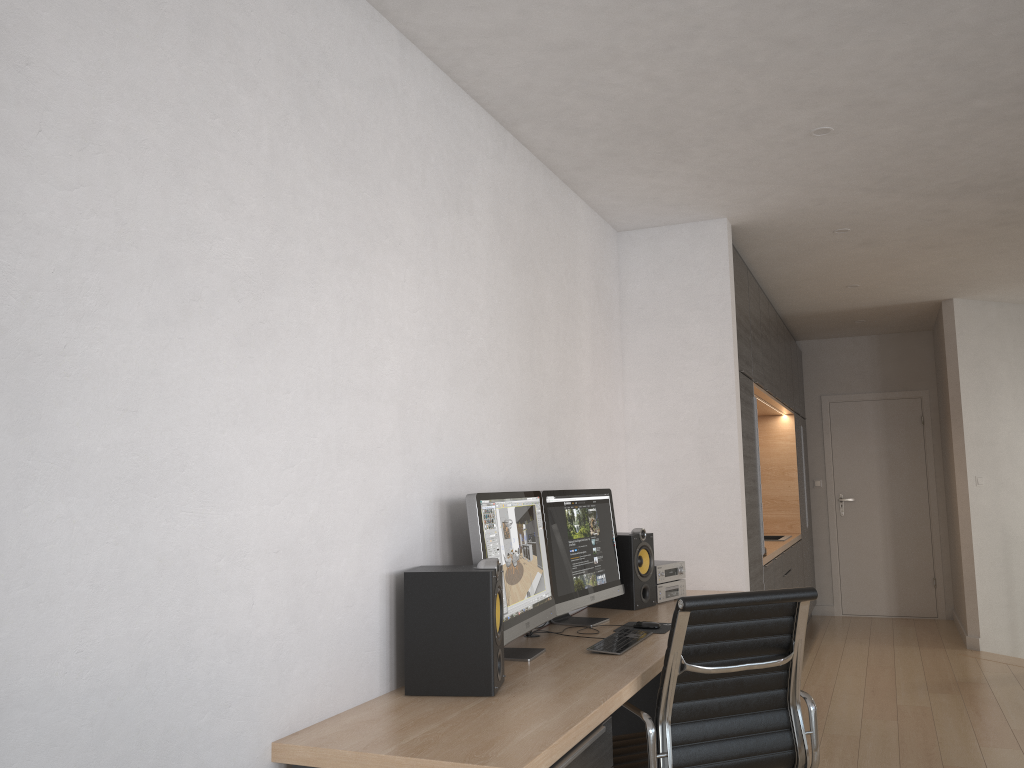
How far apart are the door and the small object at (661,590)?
4.9m

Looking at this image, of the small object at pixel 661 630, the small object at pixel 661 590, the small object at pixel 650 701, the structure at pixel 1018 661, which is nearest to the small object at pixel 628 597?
the small object at pixel 661 590

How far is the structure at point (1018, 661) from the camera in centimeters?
625cm

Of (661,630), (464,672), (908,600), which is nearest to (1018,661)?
(908,600)

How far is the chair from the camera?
2.5 meters

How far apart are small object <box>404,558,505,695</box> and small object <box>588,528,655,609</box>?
1.5 meters

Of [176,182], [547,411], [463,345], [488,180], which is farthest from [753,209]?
[176,182]

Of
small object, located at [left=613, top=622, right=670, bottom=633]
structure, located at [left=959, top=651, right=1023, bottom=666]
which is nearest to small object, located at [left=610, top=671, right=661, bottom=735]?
small object, located at [left=613, top=622, right=670, bottom=633]

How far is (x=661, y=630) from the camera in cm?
334

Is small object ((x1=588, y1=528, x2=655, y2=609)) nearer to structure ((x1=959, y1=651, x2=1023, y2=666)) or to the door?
structure ((x1=959, y1=651, x2=1023, y2=666))
